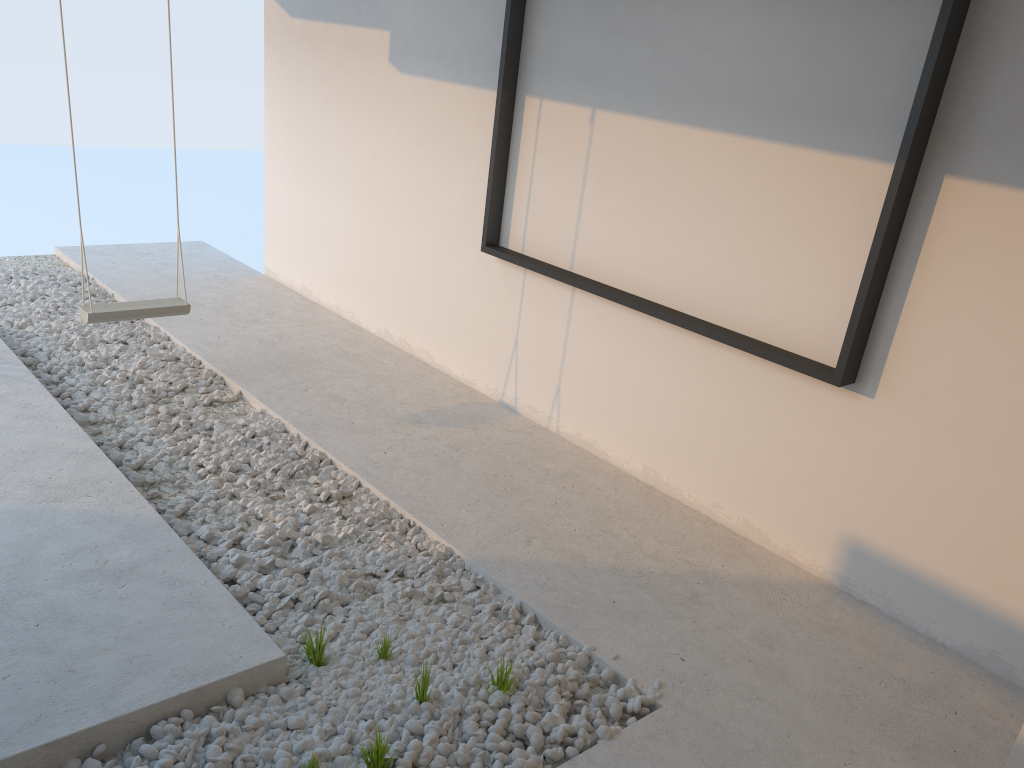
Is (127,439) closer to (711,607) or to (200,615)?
(200,615)

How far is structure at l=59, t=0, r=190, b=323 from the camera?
3.96m

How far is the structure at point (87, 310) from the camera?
3.96m

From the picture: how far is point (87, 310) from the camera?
4.0 meters
